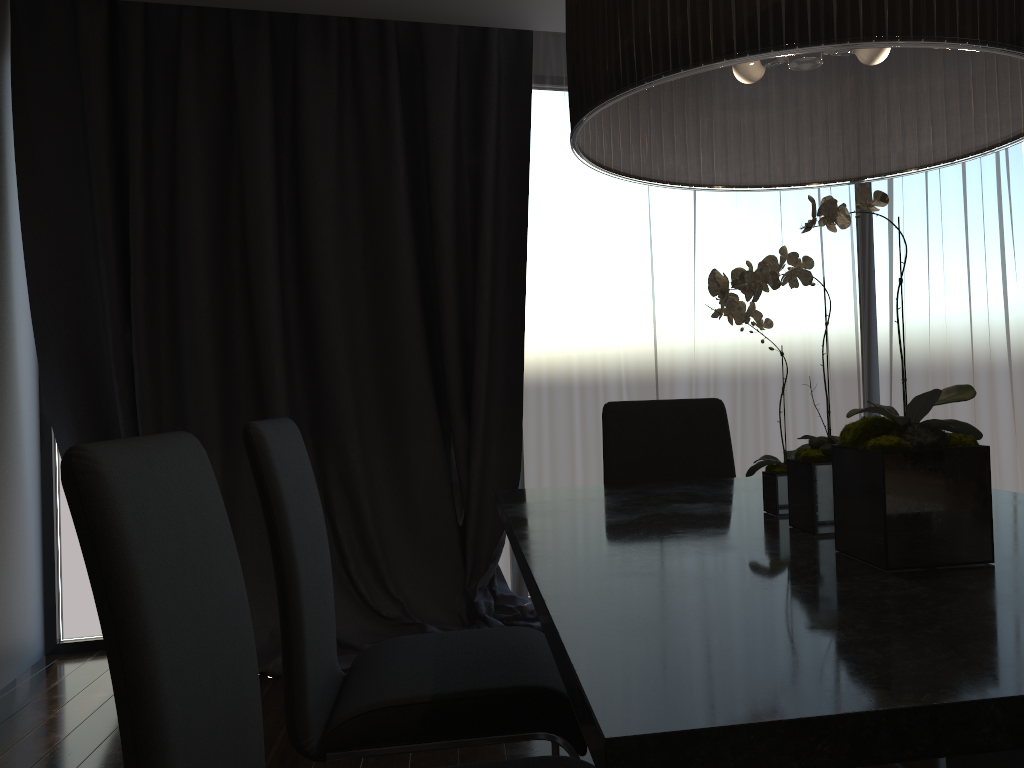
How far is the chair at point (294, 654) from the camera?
1.51m

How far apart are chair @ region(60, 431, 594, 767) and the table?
0.24m

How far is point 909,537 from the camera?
1.1m

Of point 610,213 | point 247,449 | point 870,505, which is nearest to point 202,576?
point 247,449

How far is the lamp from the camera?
1.1 meters

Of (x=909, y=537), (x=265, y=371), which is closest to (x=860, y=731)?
(x=909, y=537)

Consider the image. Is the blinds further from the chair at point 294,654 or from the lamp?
the lamp

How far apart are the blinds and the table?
1.6 meters

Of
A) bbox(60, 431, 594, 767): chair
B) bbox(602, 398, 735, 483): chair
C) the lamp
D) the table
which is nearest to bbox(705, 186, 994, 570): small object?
the table

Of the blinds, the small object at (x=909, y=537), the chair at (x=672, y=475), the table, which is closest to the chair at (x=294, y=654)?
the table
